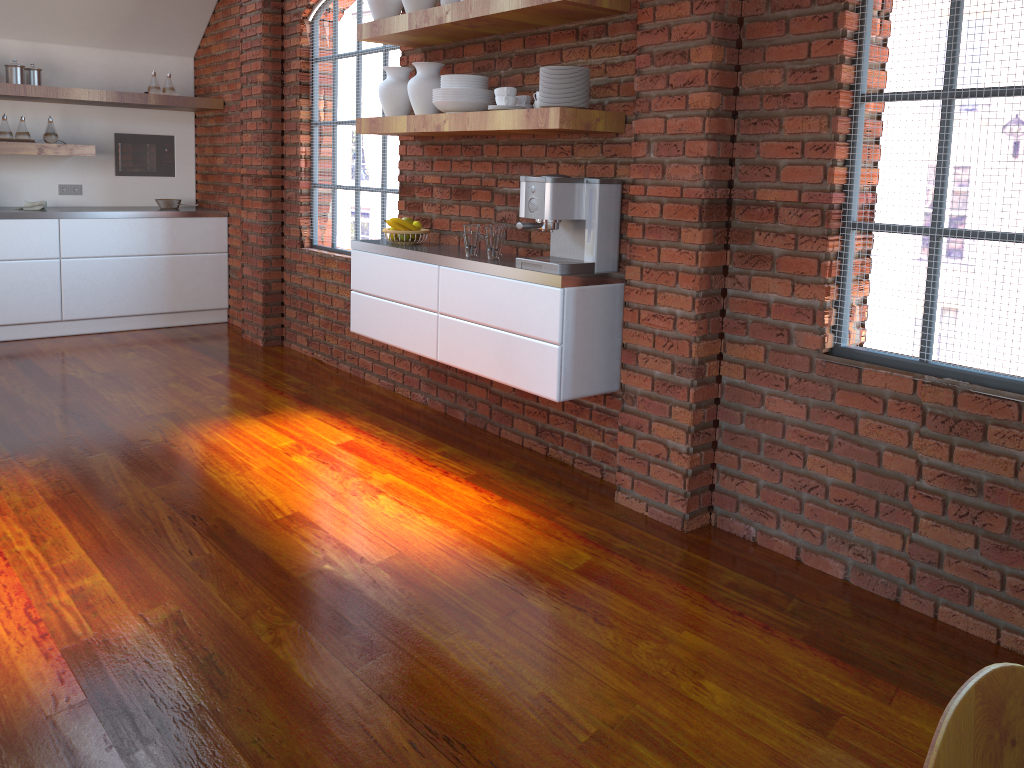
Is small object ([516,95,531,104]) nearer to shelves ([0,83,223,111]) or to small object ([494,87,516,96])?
small object ([494,87,516,96])

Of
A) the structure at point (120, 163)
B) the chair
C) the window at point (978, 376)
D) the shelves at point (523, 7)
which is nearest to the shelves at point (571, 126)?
the shelves at point (523, 7)

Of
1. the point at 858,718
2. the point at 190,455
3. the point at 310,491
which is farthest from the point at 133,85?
the point at 858,718

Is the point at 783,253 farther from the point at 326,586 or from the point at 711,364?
the point at 326,586

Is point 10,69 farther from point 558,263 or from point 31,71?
point 558,263

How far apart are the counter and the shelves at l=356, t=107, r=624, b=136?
2.7m

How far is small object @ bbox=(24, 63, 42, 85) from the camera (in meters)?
5.95

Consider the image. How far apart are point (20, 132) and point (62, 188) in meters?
0.7 m

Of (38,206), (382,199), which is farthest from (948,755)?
(38,206)

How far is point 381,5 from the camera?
4.0m
